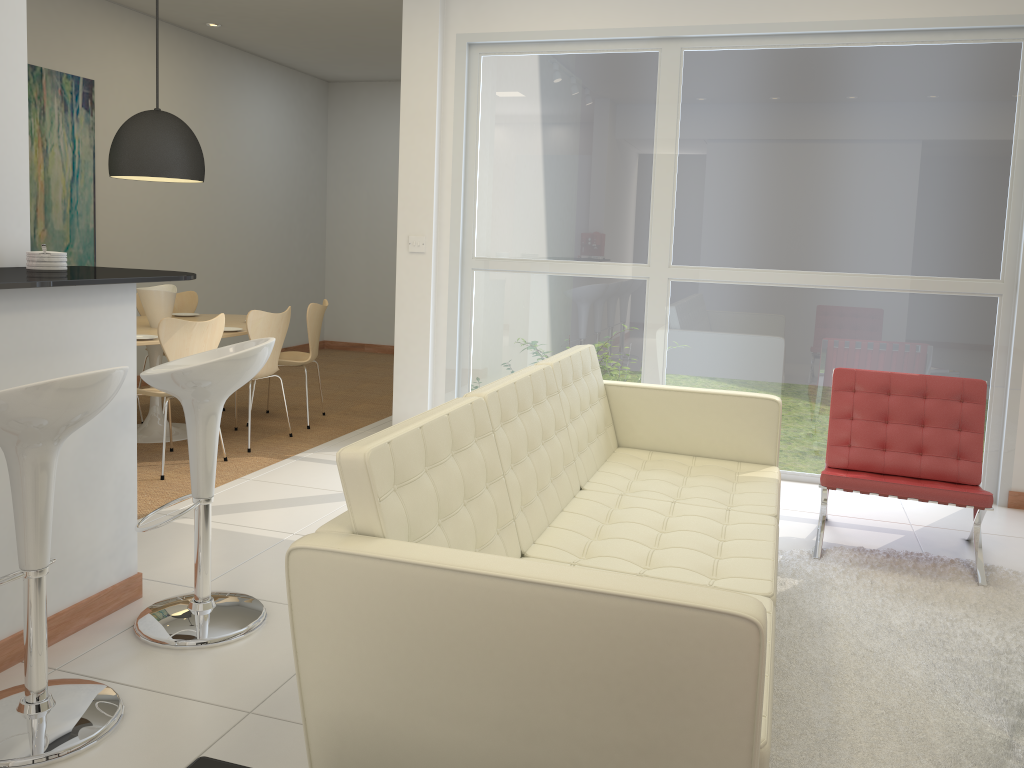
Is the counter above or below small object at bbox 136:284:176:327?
above

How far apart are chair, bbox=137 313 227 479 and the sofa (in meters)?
2.33

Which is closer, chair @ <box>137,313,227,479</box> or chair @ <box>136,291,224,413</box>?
chair @ <box>137,313,227,479</box>

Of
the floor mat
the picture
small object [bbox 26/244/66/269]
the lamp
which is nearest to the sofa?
the floor mat

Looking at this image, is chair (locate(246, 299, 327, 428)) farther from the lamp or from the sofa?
the sofa

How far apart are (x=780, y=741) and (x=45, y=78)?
6.6 meters

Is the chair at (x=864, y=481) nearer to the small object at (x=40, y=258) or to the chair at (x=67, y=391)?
the chair at (x=67, y=391)

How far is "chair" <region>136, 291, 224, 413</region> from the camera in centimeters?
695cm

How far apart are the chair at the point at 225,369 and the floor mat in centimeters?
177cm

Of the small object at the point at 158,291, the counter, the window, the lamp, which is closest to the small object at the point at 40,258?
the counter
